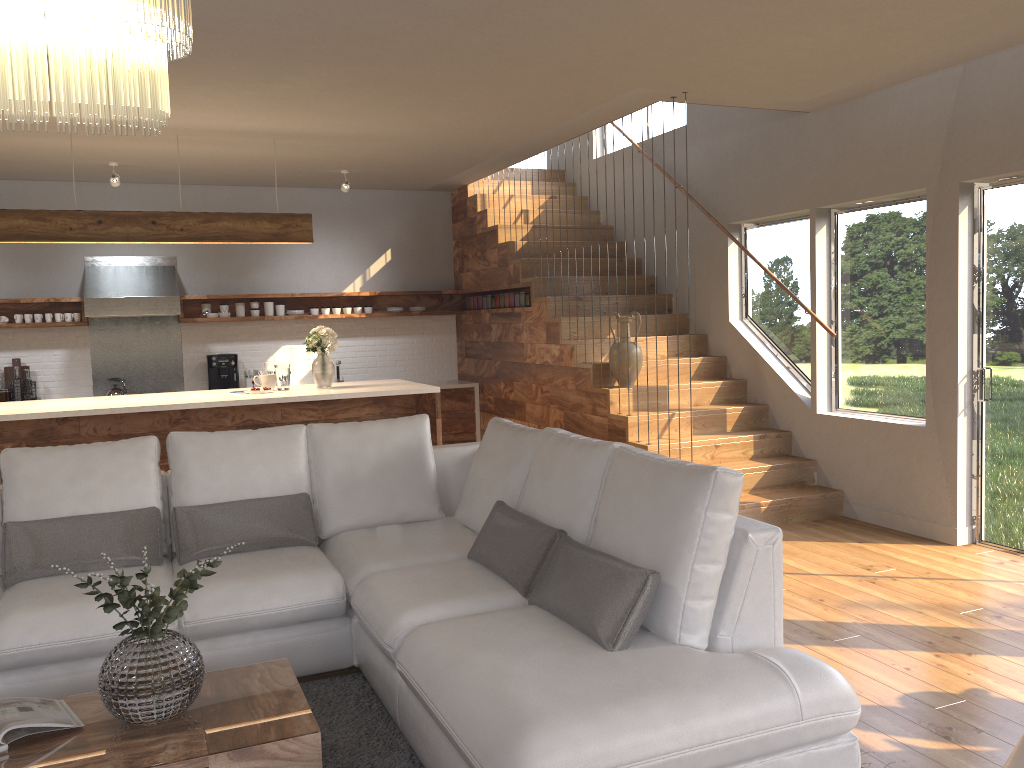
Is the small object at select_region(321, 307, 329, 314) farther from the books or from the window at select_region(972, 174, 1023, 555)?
the books

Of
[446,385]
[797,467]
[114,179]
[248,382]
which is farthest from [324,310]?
[797,467]

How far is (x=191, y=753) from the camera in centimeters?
238cm

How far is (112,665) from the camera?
2.5 meters

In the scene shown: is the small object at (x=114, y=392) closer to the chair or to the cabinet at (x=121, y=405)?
the cabinet at (x=121, y=405)

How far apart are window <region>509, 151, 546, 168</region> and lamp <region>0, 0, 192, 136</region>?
8.3 meters

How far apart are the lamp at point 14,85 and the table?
1.7 meters

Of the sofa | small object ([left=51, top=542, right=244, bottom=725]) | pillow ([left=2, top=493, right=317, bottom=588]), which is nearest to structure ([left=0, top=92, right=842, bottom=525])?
the sofa

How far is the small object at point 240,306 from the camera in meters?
8.6 m

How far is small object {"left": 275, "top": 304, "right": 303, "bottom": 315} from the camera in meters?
8.7
